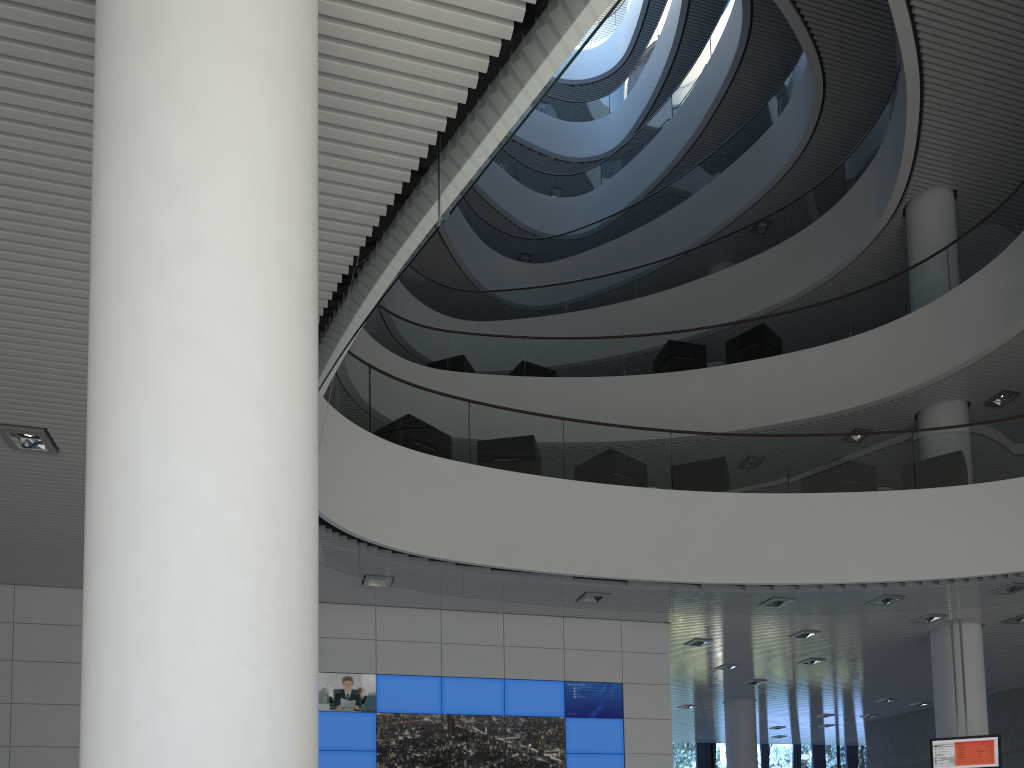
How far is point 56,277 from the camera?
3.13m

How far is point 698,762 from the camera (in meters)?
14.96

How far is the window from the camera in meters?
15.0

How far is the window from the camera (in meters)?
14.96
